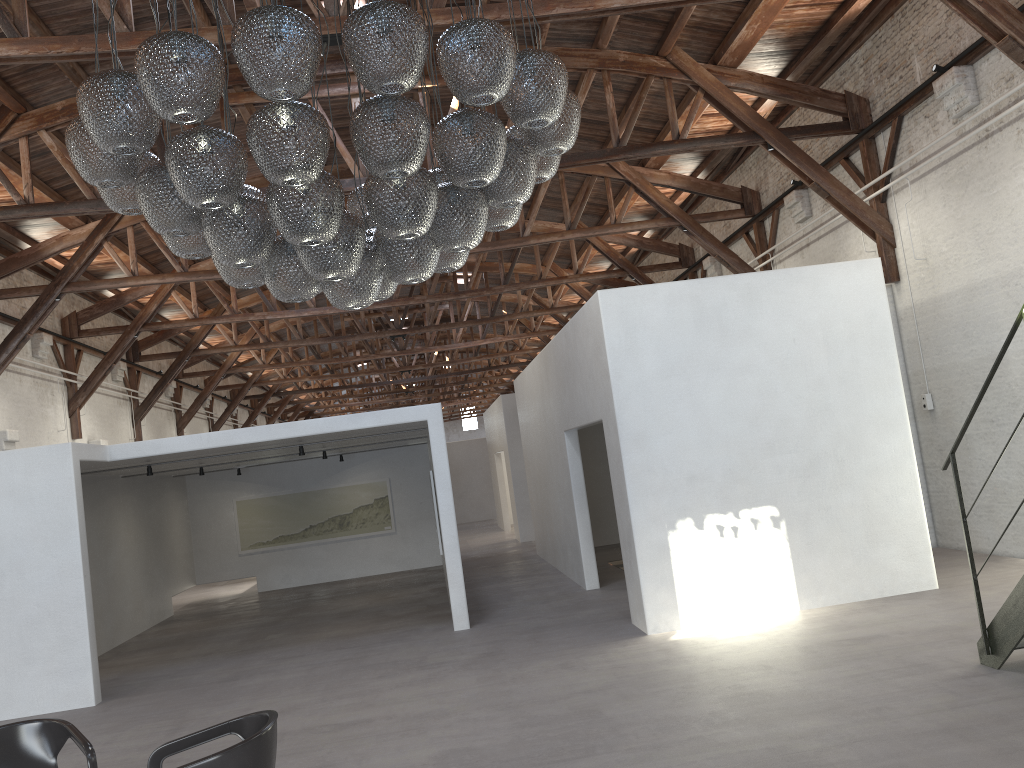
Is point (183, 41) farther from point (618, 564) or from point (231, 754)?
point (618, 564)

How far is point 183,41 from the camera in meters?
3.6

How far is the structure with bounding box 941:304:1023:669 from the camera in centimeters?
540cm

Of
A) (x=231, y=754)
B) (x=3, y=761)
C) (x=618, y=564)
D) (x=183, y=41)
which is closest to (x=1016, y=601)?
(x=231, y=754)

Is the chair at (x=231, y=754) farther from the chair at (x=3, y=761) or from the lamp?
the lamp

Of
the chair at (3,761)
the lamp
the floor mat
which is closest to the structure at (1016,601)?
the lamp

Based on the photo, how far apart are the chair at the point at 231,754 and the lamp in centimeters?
202cm

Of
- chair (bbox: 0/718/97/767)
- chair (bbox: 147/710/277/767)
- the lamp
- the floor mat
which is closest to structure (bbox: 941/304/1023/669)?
the lamp

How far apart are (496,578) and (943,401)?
6.8m

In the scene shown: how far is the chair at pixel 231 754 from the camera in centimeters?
363cm
